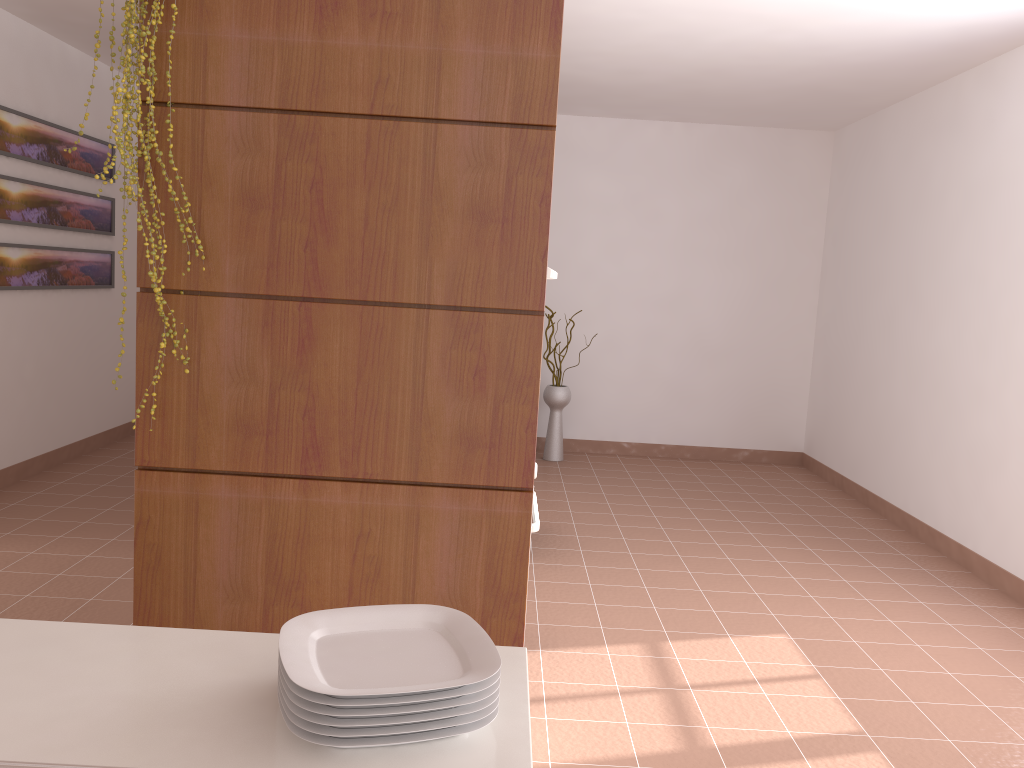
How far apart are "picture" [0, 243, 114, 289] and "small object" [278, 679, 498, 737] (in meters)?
4.60

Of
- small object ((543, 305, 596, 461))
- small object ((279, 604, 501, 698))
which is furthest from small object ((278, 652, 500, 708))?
small object ((543, 305, 596, 461))

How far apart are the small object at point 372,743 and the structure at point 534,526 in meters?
1.7 m

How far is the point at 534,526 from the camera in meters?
2.6 m

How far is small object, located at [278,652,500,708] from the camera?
0.84m

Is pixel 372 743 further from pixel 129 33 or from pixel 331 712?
pixel 129 33

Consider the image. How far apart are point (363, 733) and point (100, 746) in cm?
25

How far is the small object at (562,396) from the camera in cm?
630

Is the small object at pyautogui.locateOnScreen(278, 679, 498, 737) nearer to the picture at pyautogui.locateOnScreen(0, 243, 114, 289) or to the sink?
the sink

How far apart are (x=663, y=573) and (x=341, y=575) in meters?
2.3
